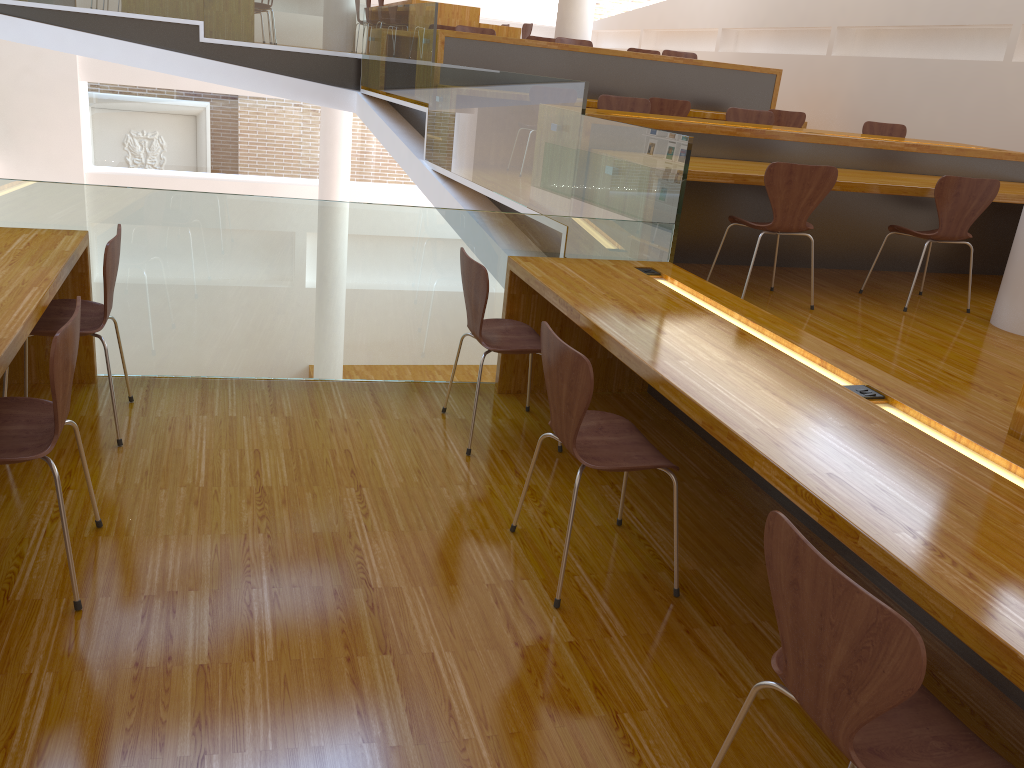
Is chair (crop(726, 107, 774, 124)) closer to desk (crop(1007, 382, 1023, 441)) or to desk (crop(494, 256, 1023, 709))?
desk (crop(494, 256, 1023, 709))

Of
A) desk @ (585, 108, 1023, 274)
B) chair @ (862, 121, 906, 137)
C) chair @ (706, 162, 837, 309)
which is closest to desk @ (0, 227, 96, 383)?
desk @ (585, 108, 1023, 274)

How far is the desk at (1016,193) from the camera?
4.8 meters

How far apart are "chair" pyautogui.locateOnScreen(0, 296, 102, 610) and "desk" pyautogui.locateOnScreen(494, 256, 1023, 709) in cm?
147

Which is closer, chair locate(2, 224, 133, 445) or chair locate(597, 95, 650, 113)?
chair locate(2, 224, 133, 445)

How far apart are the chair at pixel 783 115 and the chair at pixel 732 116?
1.3 meters

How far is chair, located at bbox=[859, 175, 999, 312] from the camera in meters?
4.4 m

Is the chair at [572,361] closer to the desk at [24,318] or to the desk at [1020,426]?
the desk at [1020,426]

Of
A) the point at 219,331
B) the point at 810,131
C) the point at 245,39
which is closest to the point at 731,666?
the point at 219,331

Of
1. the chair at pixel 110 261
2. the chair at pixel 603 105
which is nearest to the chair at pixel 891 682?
the chair at pixel 110 261
